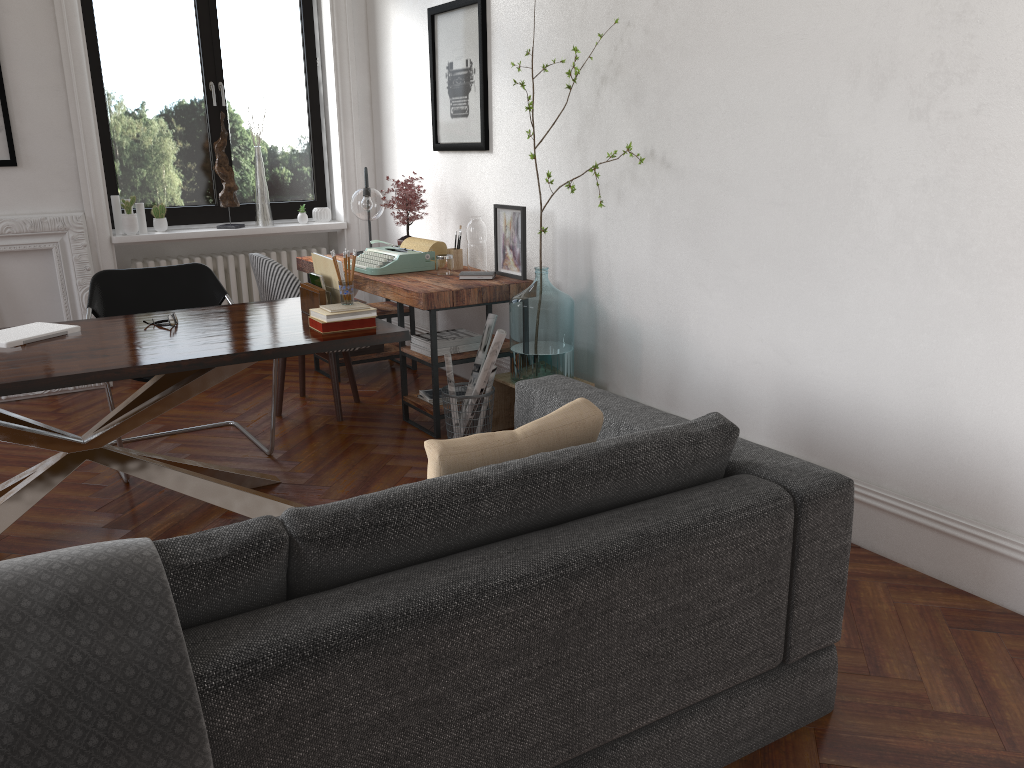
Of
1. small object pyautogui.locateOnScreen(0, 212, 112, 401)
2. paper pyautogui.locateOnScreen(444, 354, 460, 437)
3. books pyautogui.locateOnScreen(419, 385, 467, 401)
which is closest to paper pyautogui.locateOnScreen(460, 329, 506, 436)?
paper pyautogui.locateOnScreen(444, 354, 460, 437)

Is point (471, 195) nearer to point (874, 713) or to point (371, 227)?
point (371, 227)

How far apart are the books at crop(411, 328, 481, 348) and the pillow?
2.37m

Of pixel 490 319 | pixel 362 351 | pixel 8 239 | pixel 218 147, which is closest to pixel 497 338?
pixel 490 319

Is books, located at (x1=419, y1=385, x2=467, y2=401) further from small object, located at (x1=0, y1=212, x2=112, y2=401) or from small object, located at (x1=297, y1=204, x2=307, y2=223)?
small object, located at (x1=0, y1=212, x2=112, y2=401)

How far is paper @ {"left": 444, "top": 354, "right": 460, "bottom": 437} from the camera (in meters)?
4.20

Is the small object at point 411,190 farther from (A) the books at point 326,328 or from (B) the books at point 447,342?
(A) the books at point 326,328

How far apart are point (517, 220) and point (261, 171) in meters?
2.3 m

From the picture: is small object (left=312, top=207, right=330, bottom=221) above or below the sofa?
above

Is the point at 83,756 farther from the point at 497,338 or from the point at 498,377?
the point at 498,377
